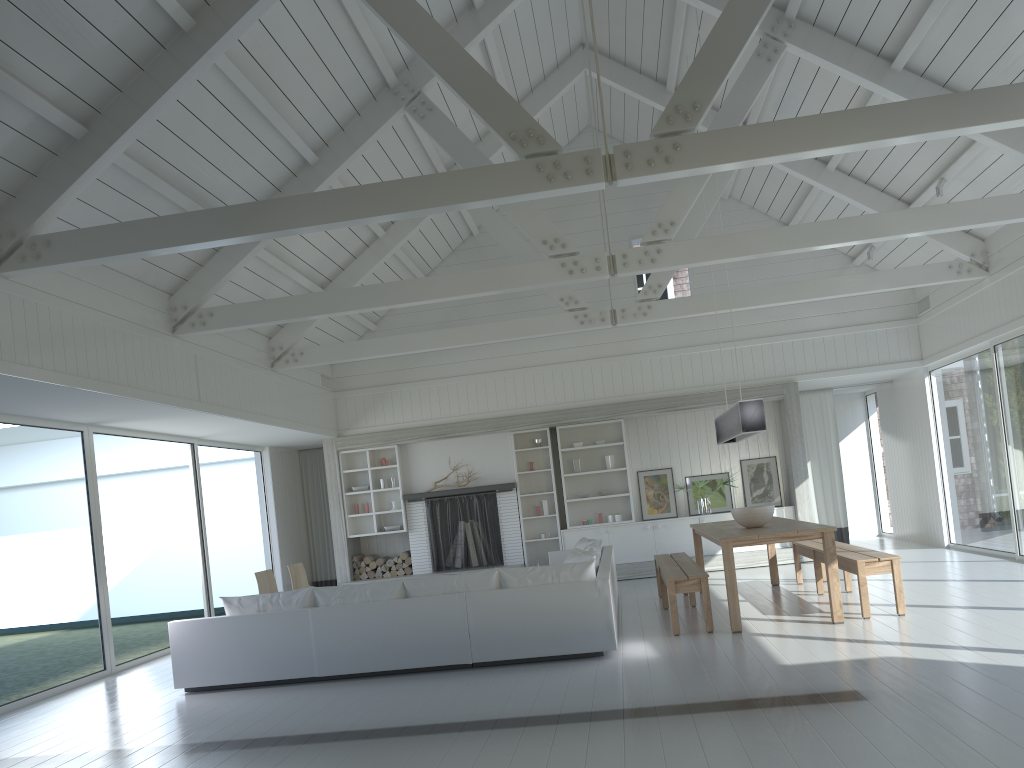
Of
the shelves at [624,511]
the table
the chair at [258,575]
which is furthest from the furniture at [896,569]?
the chair at [258,575]

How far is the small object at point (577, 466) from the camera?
12.3m

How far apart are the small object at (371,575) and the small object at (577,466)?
3.2m

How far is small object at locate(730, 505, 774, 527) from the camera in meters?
7.7

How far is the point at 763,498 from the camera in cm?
1211

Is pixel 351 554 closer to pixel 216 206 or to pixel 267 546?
pixel 267 546

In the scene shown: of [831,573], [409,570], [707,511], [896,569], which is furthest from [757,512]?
[409,570]

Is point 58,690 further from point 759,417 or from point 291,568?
point 759,417

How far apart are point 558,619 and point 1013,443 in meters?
5.9 m

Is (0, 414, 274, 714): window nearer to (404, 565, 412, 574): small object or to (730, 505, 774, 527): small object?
(404, 565, 412, 574): small object
